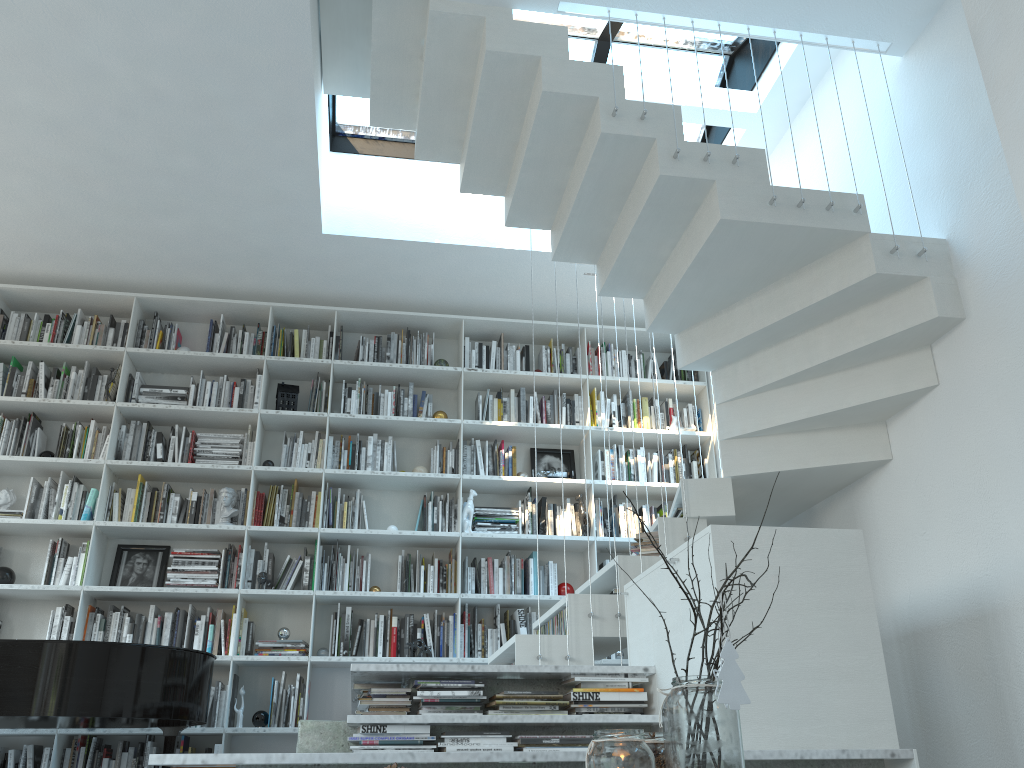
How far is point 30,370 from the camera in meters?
5.5 m

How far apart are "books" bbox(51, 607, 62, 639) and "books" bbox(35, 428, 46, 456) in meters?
1.0 m

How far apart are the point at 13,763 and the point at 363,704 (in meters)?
2.69

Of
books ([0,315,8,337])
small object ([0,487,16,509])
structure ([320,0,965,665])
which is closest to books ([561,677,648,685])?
structure ([320,0,965,665])

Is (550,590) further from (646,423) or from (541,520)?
(646,423)

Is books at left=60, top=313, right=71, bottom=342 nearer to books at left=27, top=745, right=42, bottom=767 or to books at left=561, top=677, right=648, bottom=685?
books at left=27, top=745, right=42, bottom=767

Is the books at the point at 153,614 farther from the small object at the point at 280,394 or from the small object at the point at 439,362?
the small object at the point at 439,362

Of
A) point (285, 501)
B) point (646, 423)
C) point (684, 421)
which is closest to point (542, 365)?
point (646, 423)

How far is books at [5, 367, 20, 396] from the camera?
5.38m

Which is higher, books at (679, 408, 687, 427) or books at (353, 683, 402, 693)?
books at (679, 408, 687, 427)
